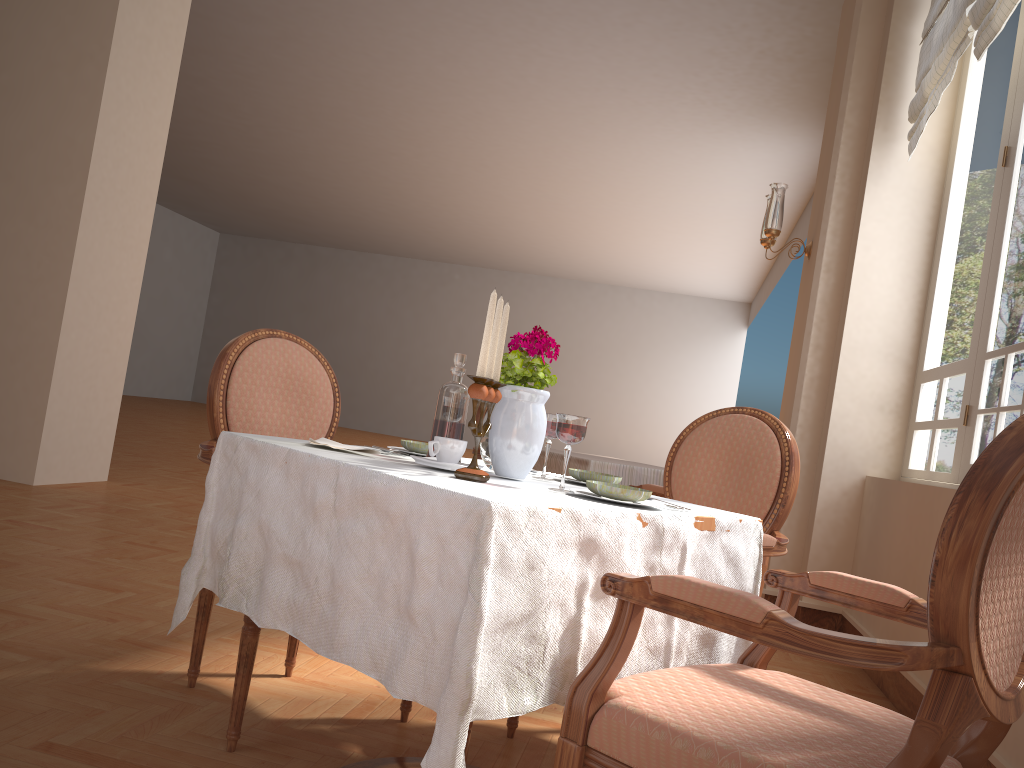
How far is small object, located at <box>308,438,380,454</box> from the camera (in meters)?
1.76

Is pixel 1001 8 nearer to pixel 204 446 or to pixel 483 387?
pixel 483 387

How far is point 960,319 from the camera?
3.7m

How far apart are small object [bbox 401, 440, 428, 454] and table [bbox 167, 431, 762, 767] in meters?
0.1 m

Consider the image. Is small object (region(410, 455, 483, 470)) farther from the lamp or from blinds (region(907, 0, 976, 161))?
the lamp

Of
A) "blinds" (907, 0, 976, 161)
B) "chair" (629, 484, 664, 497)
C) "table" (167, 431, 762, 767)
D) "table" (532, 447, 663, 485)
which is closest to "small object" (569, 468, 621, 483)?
"table" (167, 431, 762, 767)

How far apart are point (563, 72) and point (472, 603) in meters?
7.7

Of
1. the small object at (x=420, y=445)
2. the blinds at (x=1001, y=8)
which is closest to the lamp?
the blinds at (x=1001, y=8)

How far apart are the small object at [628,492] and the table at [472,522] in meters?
0.0

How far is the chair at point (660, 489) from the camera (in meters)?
3.54
